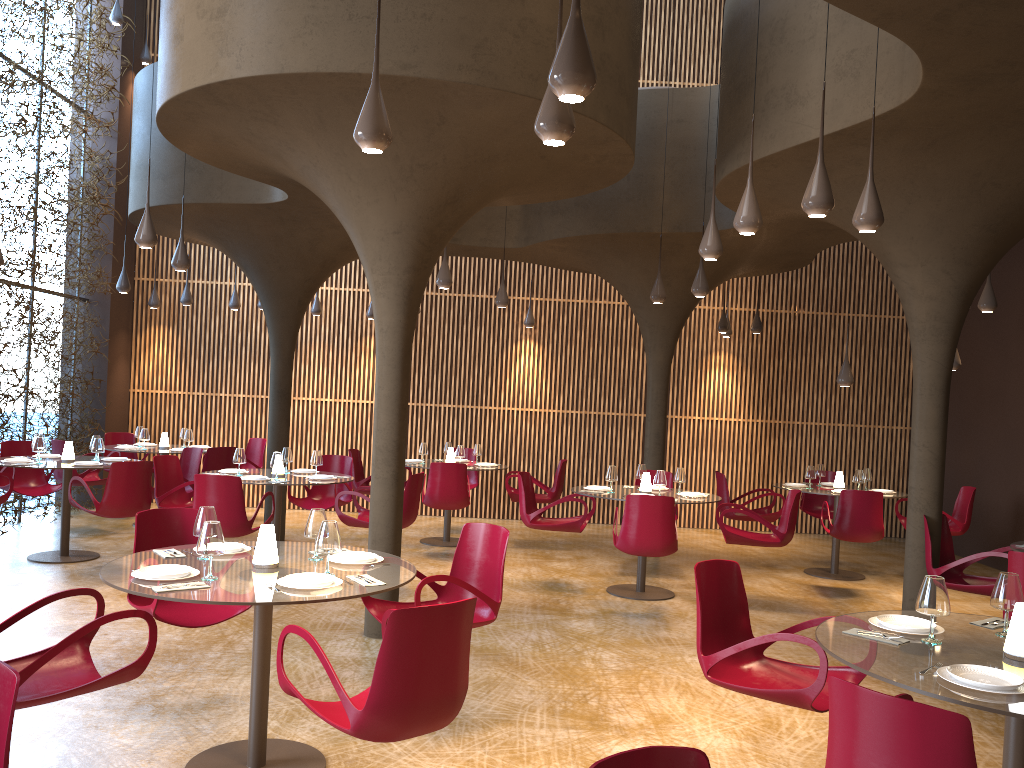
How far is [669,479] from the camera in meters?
→ 11.4

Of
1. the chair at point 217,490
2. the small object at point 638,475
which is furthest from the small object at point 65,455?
the small object at point 638,475

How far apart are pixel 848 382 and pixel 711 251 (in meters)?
4.36

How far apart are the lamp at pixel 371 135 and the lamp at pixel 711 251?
3.4m

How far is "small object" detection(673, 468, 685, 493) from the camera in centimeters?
997cm

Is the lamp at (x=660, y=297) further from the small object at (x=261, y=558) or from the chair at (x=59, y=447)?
the chair at (x=59, y=447)

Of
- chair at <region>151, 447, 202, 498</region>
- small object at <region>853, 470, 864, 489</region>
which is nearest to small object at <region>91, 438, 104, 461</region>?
chair at <region>151, 447, 202, 498</region>

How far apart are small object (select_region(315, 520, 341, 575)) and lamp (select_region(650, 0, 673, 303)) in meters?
6.5 m

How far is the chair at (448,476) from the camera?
11.1m

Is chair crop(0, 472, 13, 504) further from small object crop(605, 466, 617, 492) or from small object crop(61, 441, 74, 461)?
small object crop(605, 466, 617, 492)
